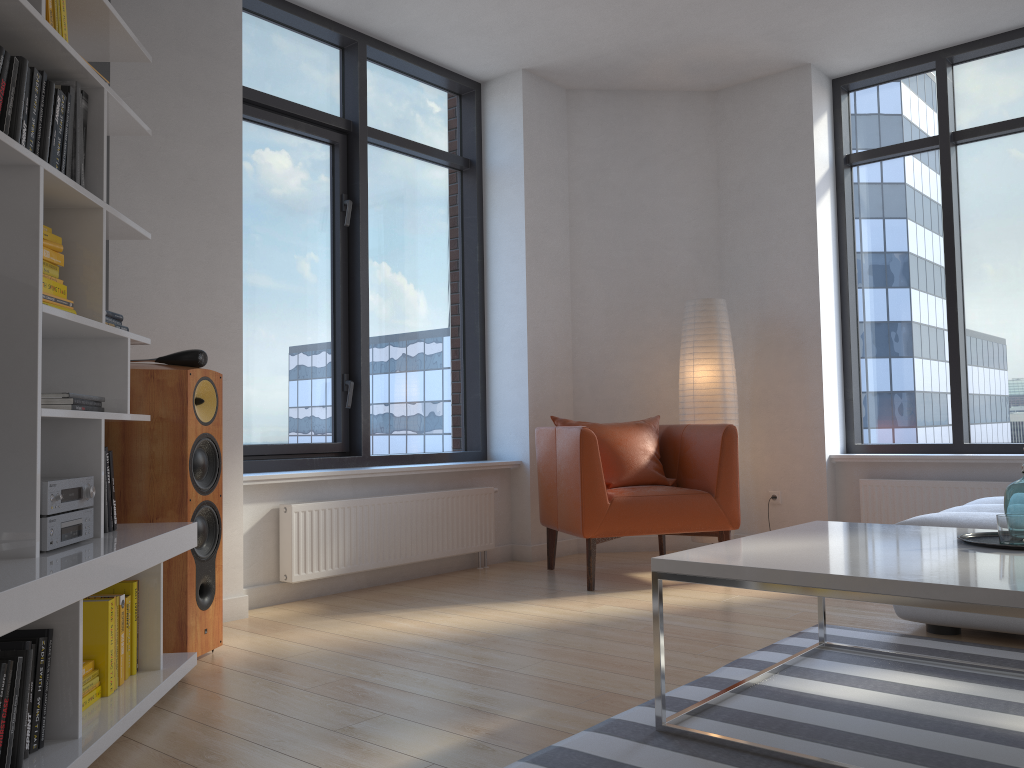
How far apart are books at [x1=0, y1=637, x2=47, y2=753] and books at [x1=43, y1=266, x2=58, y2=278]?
1.0 meters

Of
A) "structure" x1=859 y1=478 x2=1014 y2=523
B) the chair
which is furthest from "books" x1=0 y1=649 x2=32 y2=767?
"structure" x1=859 y1=478 x2=1014 y2=523

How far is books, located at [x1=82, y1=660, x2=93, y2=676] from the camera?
2.3 meters

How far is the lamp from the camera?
5.21m

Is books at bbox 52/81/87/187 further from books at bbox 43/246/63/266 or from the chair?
the chair

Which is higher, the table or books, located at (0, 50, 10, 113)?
books, located at (0, 50, 10, 113)

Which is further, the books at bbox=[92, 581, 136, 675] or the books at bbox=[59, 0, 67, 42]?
the books at bbox=[92, 581, 136, 675]

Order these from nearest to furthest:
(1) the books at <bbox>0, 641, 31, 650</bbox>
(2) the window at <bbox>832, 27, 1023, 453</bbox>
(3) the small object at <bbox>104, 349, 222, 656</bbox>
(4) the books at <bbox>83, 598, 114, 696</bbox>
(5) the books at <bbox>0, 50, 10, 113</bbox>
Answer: (1) the books at <bbox>0, 641, 31, 650</bbox>, (5) the books at <bbox>0, 50, 10, 113</bbox>, (4) the books at <bbox>83, 598, 114, 696</bbox>, (3) the small object at <bbox>104, 349, 222, 656</bbox>, (2) the window at <bbox>832, 27, 1023, 453</bbox>

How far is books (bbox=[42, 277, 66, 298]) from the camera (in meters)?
2.31

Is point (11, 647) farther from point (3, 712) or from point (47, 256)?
point (47, 256)
